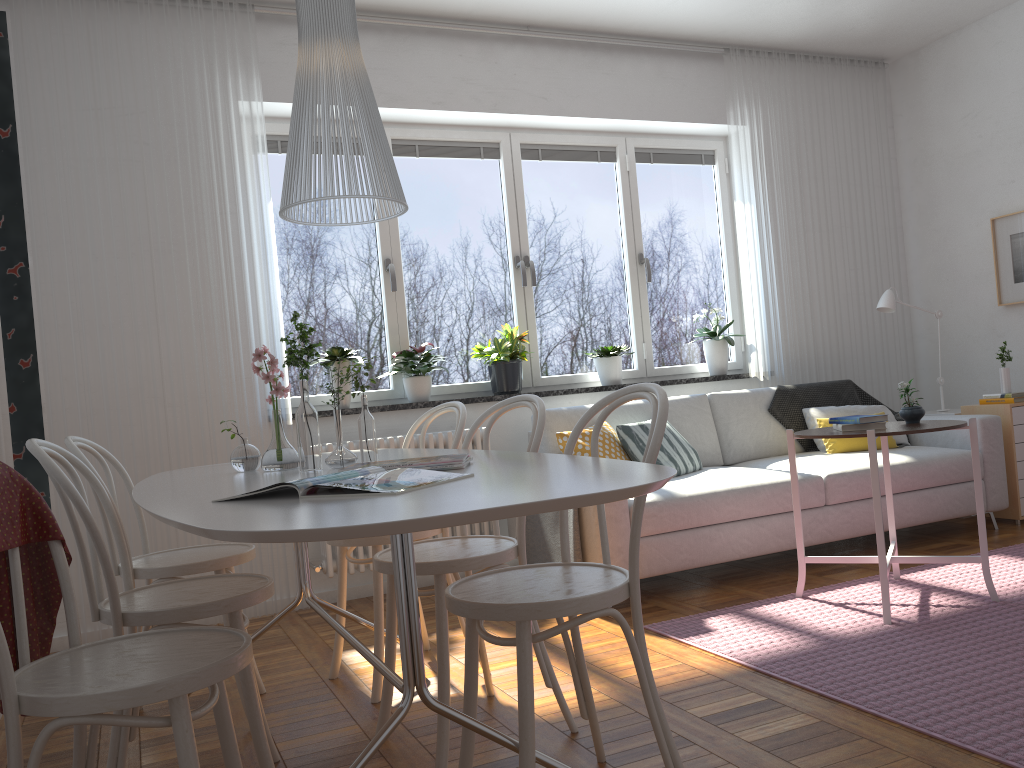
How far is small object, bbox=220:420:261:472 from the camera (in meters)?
2.49

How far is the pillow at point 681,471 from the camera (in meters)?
4.25

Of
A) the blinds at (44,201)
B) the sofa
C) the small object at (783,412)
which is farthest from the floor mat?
the blinds at (44,201)

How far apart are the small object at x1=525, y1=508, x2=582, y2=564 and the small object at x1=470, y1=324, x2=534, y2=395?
0.8m

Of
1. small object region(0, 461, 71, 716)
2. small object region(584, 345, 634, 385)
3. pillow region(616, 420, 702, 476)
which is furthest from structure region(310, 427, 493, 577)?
small object region(0, 461, 71, 716)

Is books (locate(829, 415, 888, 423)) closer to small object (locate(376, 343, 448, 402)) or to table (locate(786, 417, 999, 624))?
table (locate(786, 417, 999, 624))

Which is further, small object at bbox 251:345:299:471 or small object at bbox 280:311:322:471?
small object at bbox 251:345:299:471

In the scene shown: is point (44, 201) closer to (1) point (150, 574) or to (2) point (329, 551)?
(2) point (329, 551)

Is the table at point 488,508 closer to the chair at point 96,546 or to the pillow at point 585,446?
the chair at point 96,546

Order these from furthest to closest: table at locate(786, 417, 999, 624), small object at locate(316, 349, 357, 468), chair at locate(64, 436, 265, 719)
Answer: table at locate(786, 417, 999, 624), chair at locate(64, 436, 265, 719), small object at locate(316, 349, 357, 468)
